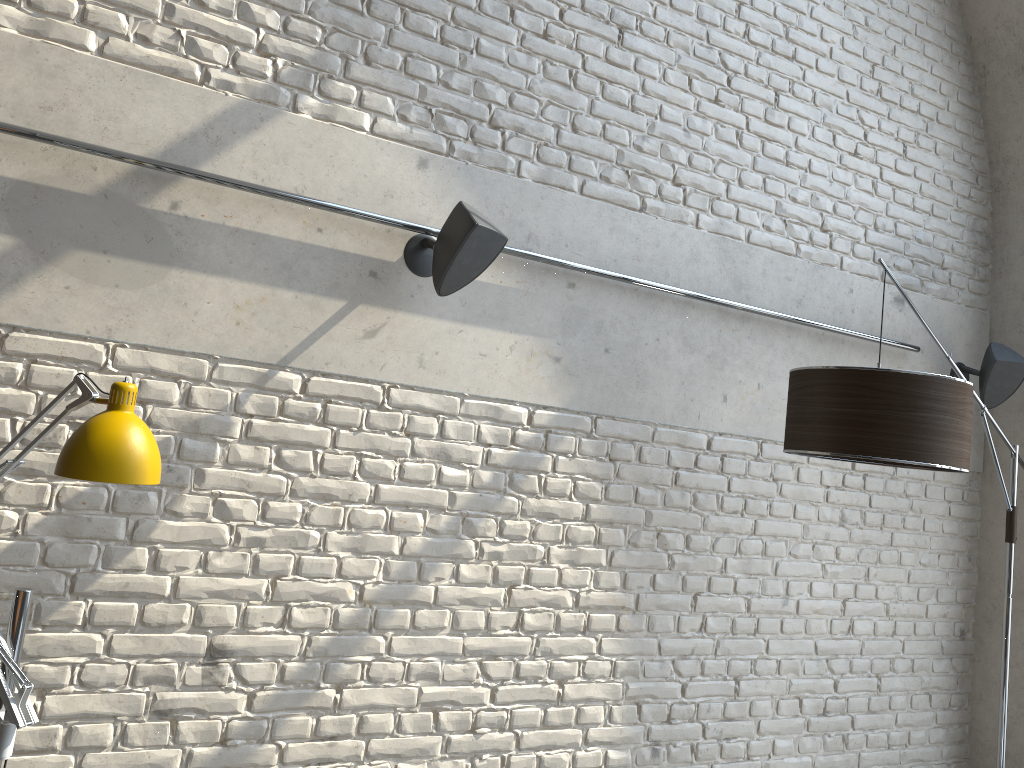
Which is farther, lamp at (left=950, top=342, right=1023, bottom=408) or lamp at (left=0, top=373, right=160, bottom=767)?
lamp at (left=950, top=342, right=1023, bottom=408)

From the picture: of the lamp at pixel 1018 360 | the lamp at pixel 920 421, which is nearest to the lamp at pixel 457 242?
the lamp at pixel 920 421

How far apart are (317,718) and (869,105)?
3.41m

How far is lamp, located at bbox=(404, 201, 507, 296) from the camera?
2.6m

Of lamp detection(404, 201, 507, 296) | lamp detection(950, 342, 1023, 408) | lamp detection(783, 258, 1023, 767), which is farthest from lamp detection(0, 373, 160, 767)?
lamp detection(950, 342, 1023, 408)

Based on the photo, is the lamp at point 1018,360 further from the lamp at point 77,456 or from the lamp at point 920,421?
the lamp at point 77,456

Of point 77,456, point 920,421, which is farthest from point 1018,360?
point 77,456

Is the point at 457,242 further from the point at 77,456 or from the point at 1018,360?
the point at 1018,360

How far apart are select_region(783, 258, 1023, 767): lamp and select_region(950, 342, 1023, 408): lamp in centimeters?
31cm

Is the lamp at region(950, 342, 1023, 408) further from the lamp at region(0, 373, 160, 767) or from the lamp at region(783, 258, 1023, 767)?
the lamp at region(0, 373, 160, 767)
